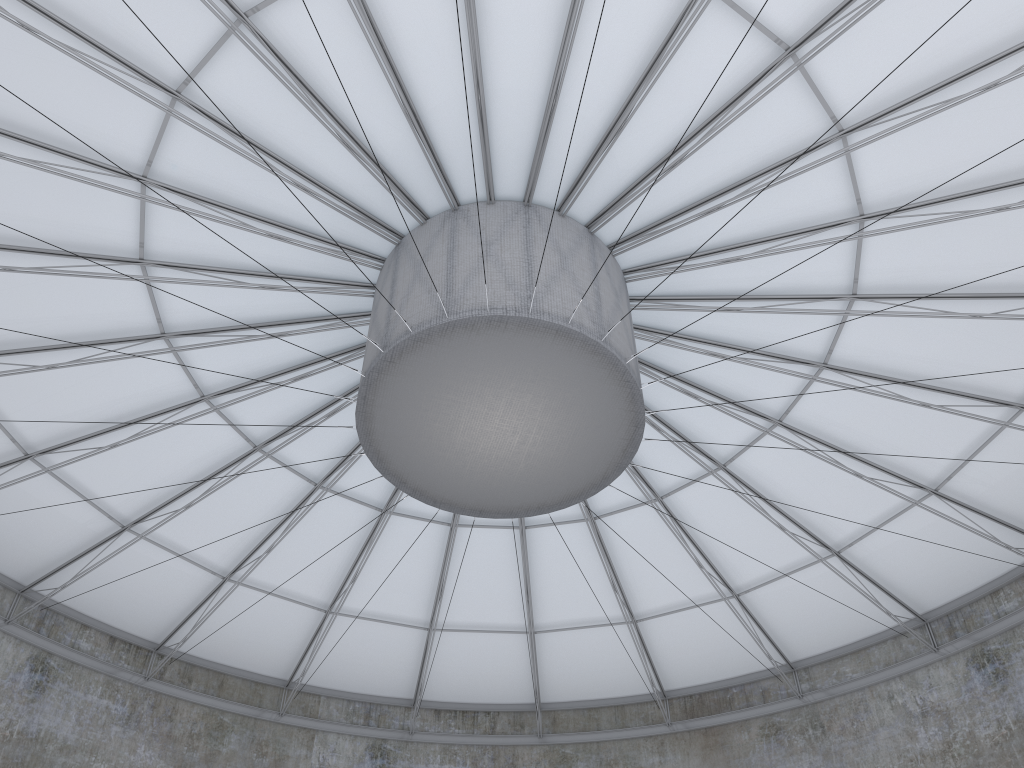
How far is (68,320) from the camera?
23.6 meters

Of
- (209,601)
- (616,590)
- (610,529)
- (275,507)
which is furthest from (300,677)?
(610,529)
